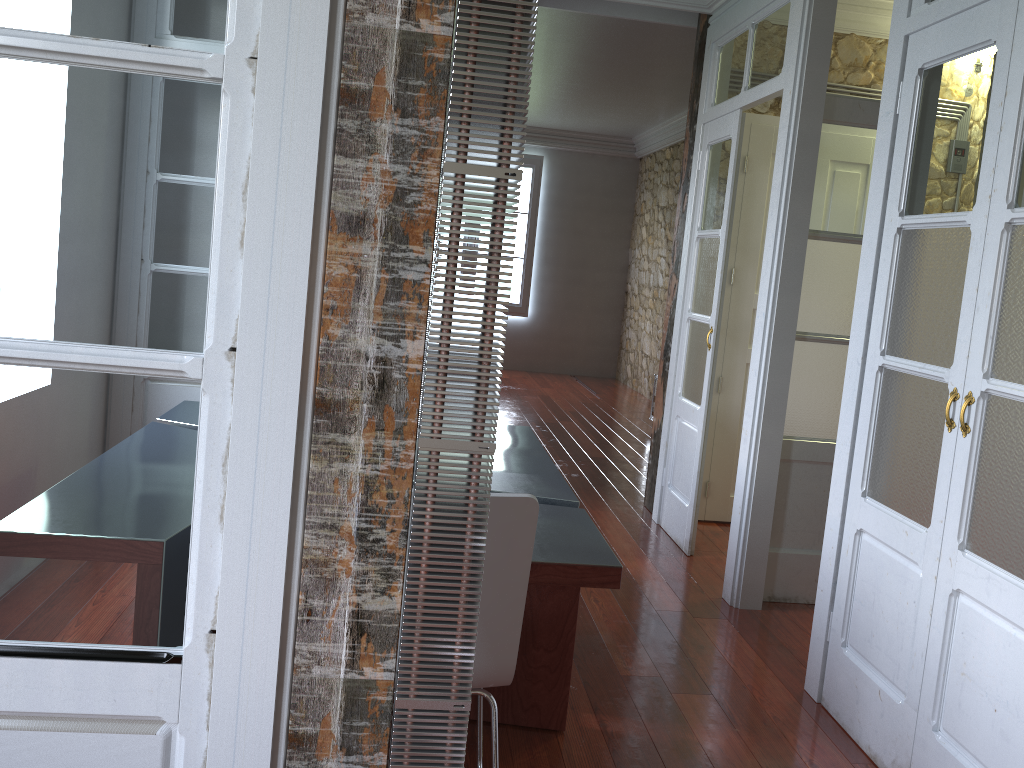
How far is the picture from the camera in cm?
1069

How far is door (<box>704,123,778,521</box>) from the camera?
4.8 meters

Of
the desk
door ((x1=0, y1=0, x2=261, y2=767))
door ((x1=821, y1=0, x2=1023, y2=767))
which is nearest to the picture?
the desk

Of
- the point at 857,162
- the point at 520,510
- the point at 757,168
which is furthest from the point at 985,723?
the point at 757,168

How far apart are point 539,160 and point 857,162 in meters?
7.3

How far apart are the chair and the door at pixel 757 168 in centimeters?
294cm

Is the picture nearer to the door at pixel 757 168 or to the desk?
the door at pixel 757 168

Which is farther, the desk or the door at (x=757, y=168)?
the door at (x=757, y=168)

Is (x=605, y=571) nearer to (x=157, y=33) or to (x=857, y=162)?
(x=157, y=33)

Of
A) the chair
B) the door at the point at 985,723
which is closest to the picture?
the door at the point at 985,723
